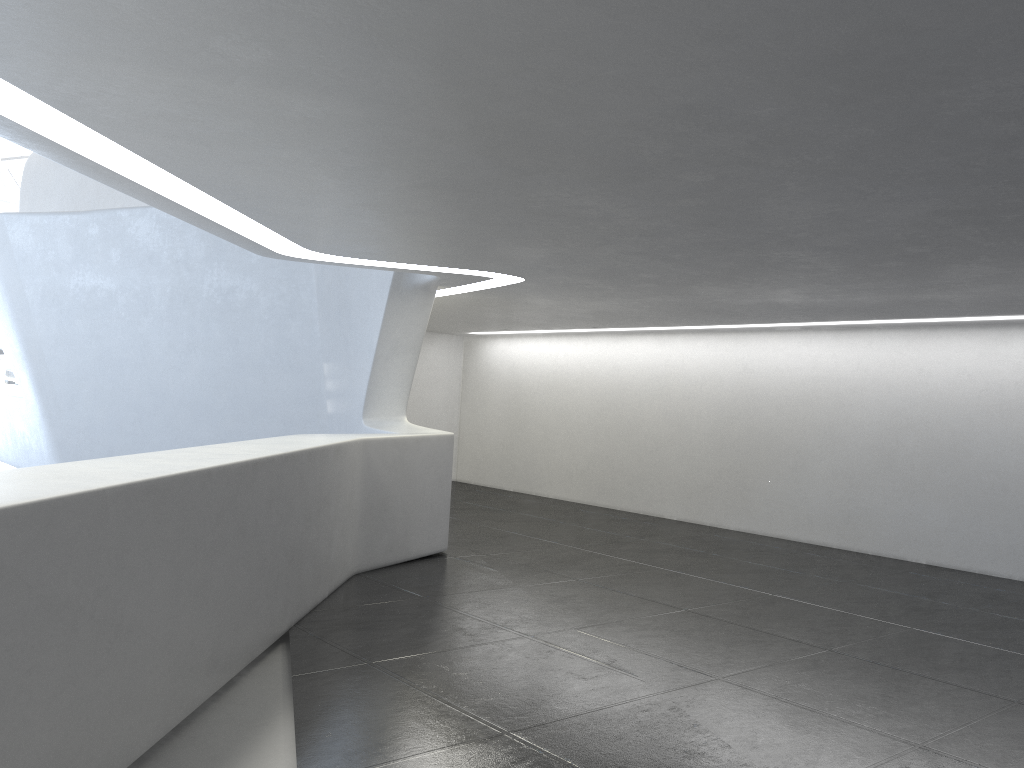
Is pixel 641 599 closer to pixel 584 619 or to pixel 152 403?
pixel 584 619

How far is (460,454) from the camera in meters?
23.4 m
